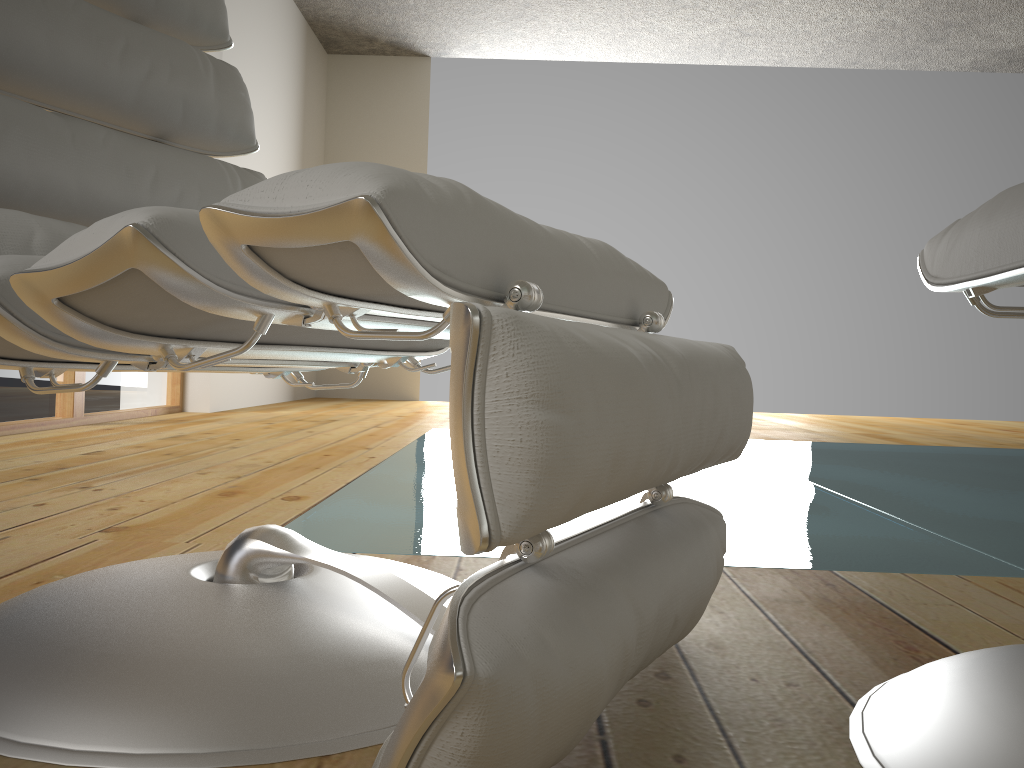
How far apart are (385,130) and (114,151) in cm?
558

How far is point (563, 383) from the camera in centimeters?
45cm

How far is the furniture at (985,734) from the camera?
0.58m

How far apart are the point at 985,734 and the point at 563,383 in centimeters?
39cm

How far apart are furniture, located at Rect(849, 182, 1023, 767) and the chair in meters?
0.1

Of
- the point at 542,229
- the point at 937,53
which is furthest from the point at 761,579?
the point at 937,53

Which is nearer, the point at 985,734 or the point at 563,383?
the point at 563,383

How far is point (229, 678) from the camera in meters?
0.6 m

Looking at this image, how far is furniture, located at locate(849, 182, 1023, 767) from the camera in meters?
0.6

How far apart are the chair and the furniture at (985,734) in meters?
0.1 m
